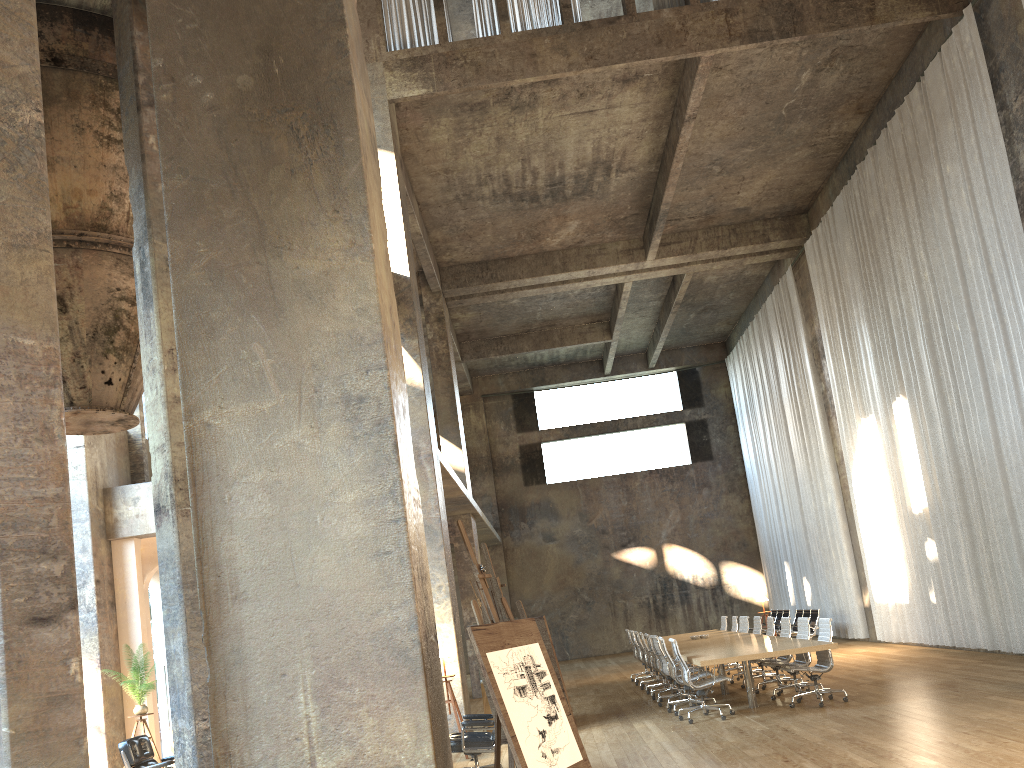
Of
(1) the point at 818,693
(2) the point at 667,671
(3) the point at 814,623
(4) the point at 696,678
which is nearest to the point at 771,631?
(2) the point at 667,671

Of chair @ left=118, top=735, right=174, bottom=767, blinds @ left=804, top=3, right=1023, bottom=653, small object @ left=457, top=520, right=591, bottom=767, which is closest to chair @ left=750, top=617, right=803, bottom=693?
blinds @ left=804, top=3, right=1023, bottom=653

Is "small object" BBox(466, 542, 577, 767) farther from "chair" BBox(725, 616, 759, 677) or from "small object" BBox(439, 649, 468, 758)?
"chair" BBox(725, 616, 759, 677)

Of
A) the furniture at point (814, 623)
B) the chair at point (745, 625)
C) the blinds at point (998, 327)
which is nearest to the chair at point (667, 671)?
the chair at point (745, 625)

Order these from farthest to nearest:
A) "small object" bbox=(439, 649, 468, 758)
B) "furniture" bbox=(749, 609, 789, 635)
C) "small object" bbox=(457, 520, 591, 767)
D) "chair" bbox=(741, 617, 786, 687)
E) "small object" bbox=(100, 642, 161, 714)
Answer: "furniture" bbox=(749, 609, 789, 635)
"chair" bbox=(741, 617, 786, 687)
"small object" bbox=(100, 642, 161, 714)
"small object" bbox=(439, 649, 468, 758)
"small object" bbox=(457, 520, 591, 767)

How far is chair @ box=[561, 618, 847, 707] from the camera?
10.4m

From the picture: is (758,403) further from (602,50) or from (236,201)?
(236,201)

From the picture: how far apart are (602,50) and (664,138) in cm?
354

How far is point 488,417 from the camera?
28.75m

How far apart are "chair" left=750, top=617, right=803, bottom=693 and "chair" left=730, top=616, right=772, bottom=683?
1.6m
